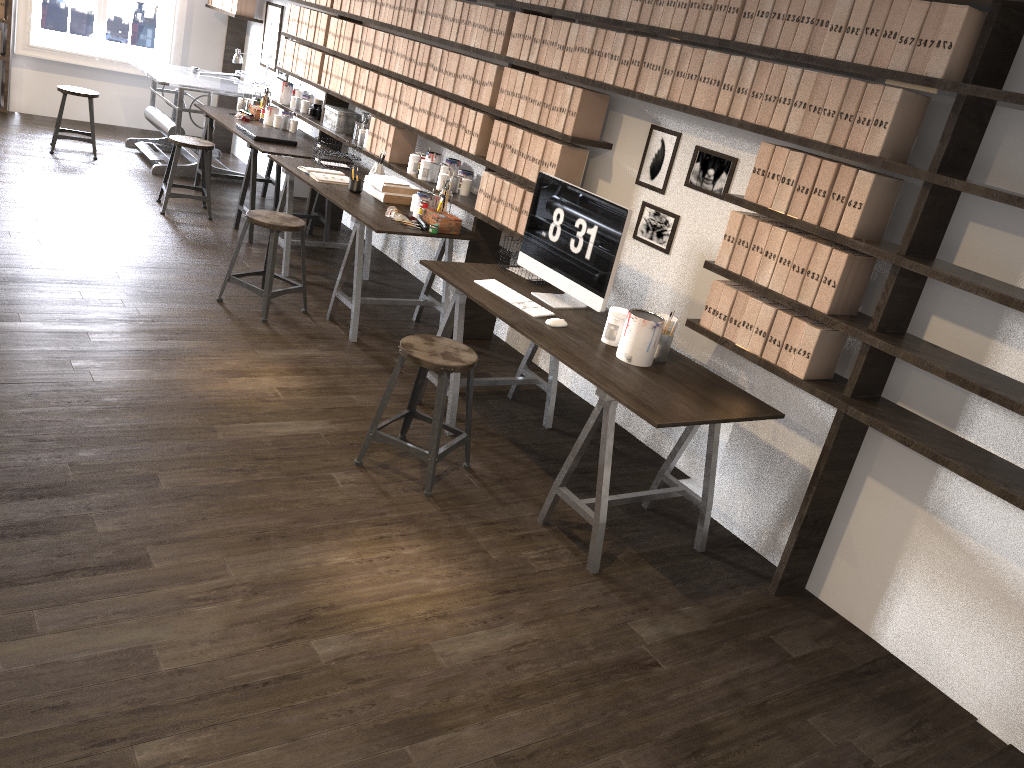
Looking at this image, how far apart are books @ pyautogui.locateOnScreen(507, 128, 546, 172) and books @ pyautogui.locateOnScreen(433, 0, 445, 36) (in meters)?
1.10

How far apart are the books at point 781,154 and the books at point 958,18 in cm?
55

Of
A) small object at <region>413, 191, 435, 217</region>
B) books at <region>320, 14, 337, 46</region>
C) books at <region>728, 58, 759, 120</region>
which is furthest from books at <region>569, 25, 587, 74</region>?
books at <region>320, 14, 337, 46</region>

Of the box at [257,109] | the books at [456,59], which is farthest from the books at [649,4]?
the box at [257,109]

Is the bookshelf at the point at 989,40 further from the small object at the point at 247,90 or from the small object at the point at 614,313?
the small object at the point at 247,90

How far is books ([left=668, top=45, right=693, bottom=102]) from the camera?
3.55m

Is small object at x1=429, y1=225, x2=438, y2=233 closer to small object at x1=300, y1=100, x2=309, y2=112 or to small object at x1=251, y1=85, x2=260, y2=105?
small object at x1=300, y1=100, x2=309, y2=112

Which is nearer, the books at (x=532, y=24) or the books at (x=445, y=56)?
the books at (x=532, y=24)

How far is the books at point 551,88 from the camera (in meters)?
4.26

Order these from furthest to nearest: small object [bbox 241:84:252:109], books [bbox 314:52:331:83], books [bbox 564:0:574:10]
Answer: small object [bbox 241:84:252:109] → books [bbox 314:52:331:83] → books [bbox 564:0:574:10]
